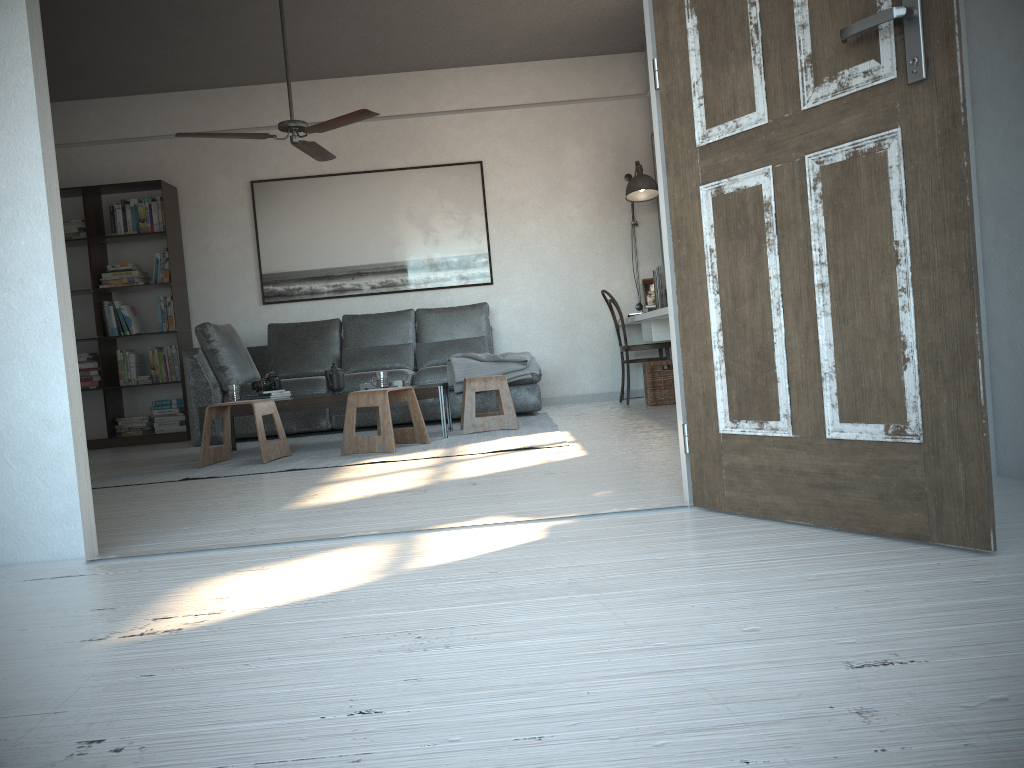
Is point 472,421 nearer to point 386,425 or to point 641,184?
point 386,425

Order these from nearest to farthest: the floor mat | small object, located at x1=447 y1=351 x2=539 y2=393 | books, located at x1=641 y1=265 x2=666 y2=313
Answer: the floor mat < books, located at x1=641 y1=265 x2=666 y2=313 < small object, located at x1=447 y1=351 x2=539 y2=393

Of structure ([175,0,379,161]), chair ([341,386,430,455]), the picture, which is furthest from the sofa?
structure ([175,0,379,161])

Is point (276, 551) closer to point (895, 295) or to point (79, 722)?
point (79, 722)

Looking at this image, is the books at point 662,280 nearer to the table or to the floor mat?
the floor mat

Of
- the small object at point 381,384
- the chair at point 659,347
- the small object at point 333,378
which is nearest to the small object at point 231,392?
the small object at point 333,378

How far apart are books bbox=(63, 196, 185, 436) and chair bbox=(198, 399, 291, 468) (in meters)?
2.33

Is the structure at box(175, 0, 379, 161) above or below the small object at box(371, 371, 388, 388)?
above

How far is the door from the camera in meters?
1.8

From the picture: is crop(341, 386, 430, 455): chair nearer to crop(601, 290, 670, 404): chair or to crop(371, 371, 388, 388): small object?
crop(371, 371, 388, 388): small object
